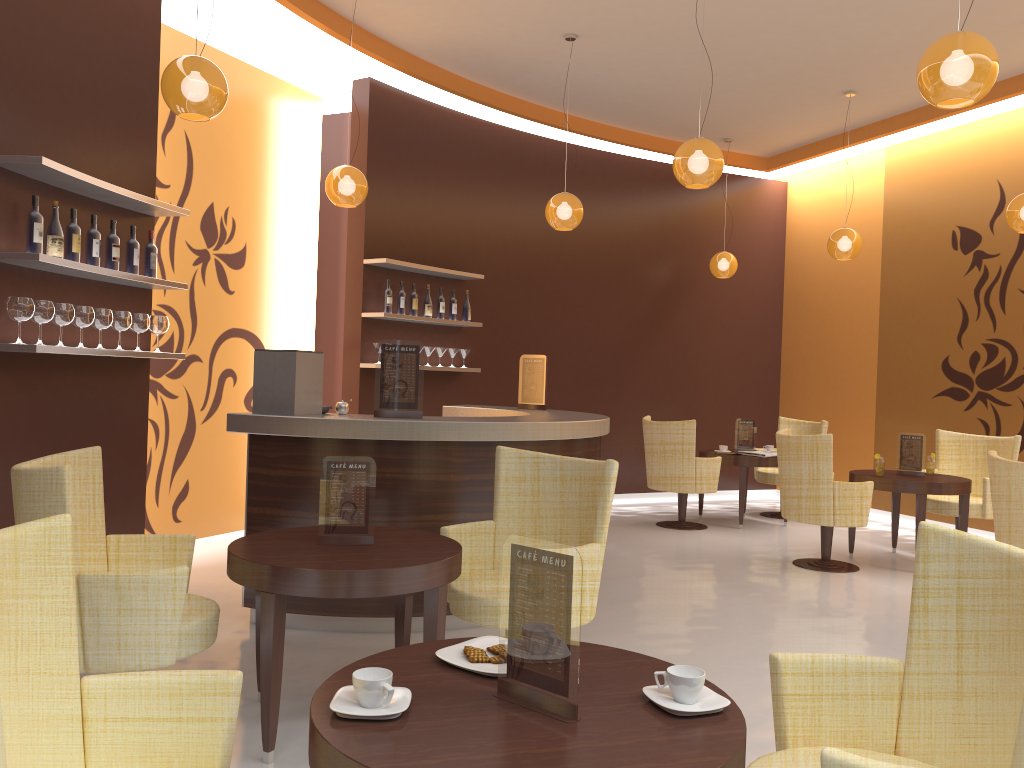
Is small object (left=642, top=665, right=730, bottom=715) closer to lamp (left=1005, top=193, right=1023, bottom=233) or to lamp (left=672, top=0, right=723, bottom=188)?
lamp (left=672, top=0, right=723, bottom=188)

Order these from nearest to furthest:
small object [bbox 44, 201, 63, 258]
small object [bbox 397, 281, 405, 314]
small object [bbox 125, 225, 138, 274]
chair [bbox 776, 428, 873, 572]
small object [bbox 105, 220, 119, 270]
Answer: small object [bbox 44, 201, 63, 258] < small object [bbox 105, 220, 119, 270] < small object [bbox 125, 225, 138, 274] < chair [bbox 776, 428, 873, 572] < small object [bbox 397, 281, 405, 314]

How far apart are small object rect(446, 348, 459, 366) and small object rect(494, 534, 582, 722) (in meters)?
6.31

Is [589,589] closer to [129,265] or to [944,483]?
[129,265]

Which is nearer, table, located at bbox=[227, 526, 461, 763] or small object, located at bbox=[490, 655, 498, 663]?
small object, located at bbox=[490, 655, 498, 663]

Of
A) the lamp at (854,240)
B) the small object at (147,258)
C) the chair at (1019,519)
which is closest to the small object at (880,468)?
the chair at (1019,519)

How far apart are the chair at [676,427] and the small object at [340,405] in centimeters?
389cm

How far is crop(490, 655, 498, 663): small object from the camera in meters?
2.0

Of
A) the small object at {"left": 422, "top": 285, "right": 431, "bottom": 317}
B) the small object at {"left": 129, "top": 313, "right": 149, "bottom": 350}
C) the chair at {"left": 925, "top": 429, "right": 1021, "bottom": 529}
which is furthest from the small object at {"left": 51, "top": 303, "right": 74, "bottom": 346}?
the chair at {"left": 925, "top": 429, "right": 1021, "bottom": 529}

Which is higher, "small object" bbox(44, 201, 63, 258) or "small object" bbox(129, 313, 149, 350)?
"small object" bbox(44, 201, 63, 258)
